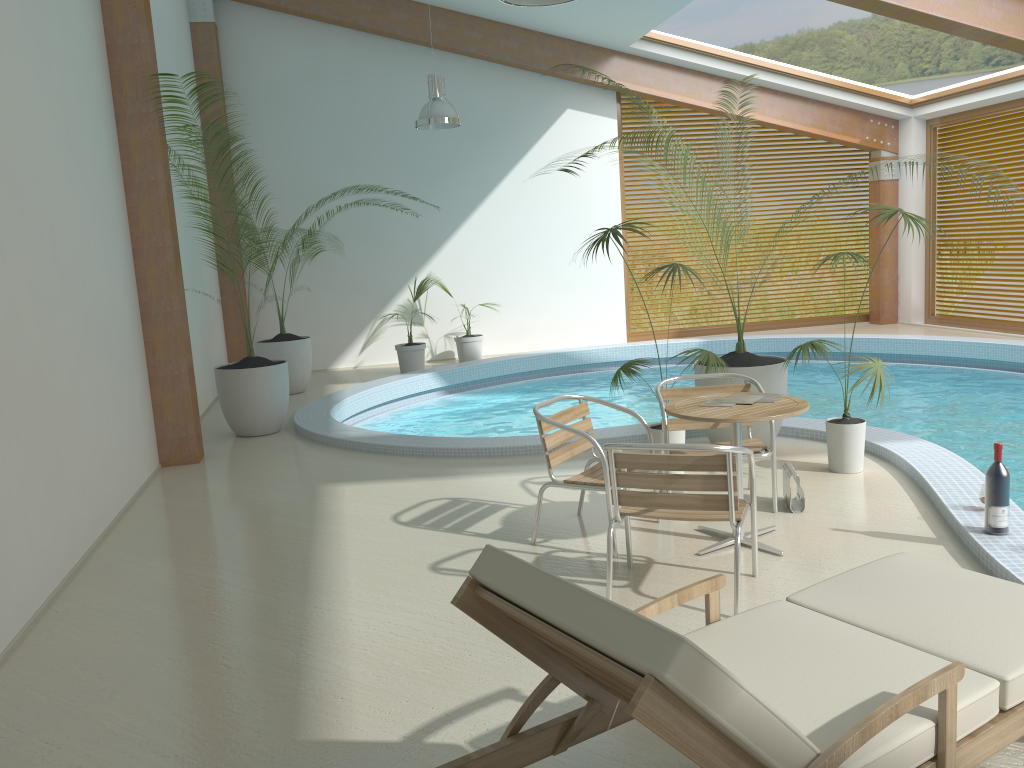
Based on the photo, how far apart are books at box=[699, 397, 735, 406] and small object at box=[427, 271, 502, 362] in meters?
7.8

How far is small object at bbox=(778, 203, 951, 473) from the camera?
5.6m

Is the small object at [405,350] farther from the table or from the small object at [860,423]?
the table

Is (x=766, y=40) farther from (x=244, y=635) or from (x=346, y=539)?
(x=244, y=635)

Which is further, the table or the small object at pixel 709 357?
the small object at pixel 709 357

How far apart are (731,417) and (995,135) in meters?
10.3 m

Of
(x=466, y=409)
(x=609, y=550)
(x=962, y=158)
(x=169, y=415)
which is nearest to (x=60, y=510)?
(x=169, y=415)

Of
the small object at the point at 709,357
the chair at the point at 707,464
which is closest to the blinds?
the small object at the point at 709,357

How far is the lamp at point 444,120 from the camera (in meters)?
9.52

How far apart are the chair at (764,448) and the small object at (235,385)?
4.1m
